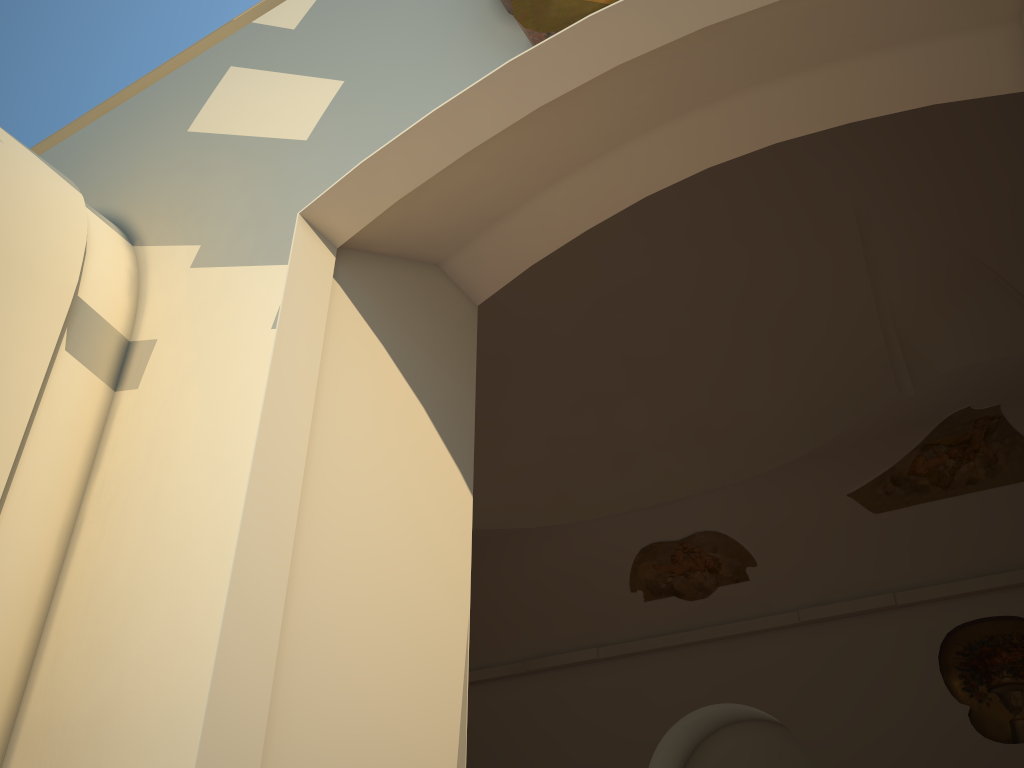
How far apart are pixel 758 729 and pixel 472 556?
4.5m

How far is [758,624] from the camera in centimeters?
1115cm
